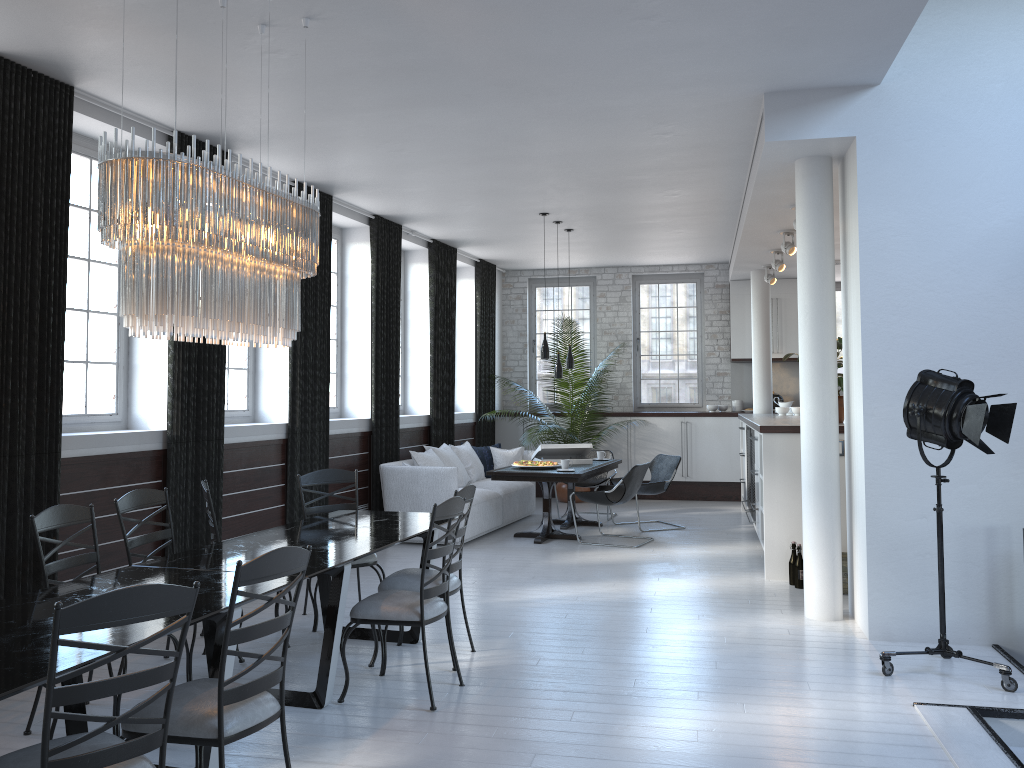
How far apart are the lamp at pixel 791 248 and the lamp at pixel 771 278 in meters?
2.3

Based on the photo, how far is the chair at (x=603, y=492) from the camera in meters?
8.5 m

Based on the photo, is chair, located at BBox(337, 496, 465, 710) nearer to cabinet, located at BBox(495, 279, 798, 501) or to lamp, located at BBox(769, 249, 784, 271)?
lamp, located at BBox(769, 249, 784, 271)

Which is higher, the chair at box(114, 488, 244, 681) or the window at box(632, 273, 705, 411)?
the window at box(632, 273, 705, 411)

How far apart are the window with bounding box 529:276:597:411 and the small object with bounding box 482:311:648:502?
0.7 meters

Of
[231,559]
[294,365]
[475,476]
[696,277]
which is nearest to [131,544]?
[231,559]

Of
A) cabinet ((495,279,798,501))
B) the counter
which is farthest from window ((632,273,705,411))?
the counter

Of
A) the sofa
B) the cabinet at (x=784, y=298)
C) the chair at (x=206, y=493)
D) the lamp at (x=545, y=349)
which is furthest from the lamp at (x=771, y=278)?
the chair at (x=206, y=493)

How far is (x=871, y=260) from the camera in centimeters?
528cm

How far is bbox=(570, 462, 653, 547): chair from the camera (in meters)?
8.51
